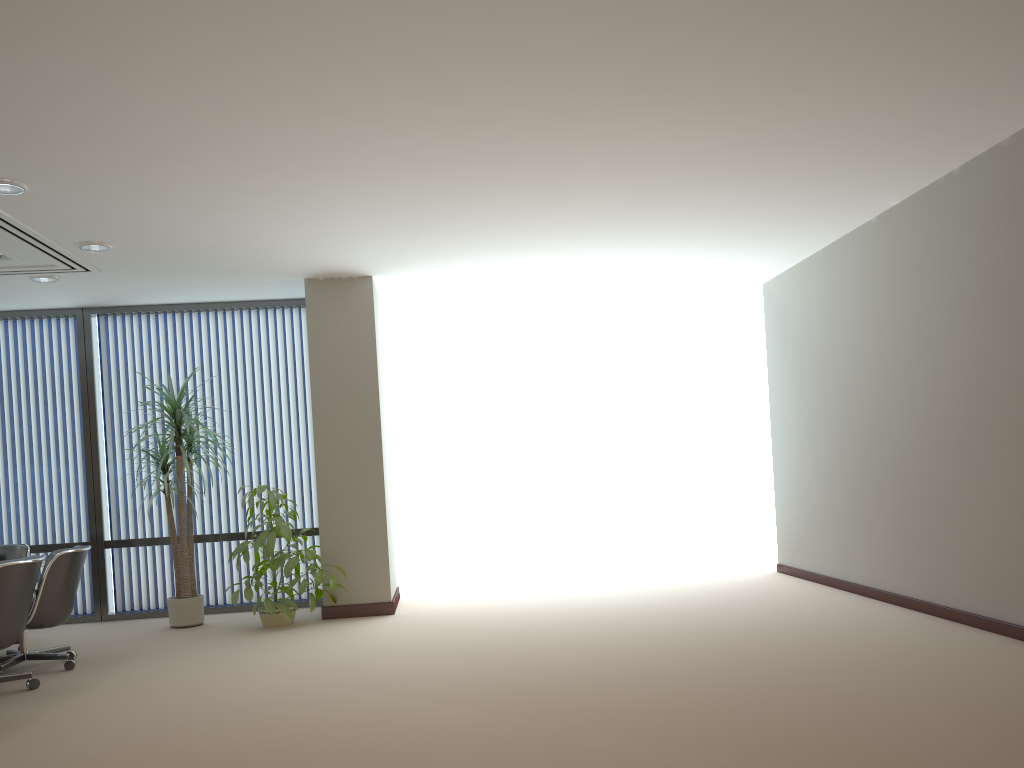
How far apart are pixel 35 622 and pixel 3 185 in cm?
288

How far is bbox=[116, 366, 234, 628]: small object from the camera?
7.67m

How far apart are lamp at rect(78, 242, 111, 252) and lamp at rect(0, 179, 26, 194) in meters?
1.2 m

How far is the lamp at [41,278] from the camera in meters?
7.3 m

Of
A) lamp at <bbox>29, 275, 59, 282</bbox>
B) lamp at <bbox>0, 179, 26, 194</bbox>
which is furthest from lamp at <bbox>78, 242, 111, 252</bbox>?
lamp at <bbox>0, 179, 26, 194</bbox>

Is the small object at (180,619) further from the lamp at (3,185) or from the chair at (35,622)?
the lamp at (3,185)

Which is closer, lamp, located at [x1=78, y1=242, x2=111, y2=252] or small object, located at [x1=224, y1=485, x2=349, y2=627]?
lamp, located at [x1=78, y1=242, x2=111, y2=252]

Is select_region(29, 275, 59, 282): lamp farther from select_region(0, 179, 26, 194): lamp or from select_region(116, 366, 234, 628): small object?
select_region(0, 179, 26, 194): lamp

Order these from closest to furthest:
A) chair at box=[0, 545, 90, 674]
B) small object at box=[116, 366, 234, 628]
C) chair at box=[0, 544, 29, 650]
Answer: chair at box=[0, 545, 90, 674], chair at box=[0, 544, 29, 650], small object at box=[116, 366, 234, 628]

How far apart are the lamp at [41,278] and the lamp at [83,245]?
1.08m
